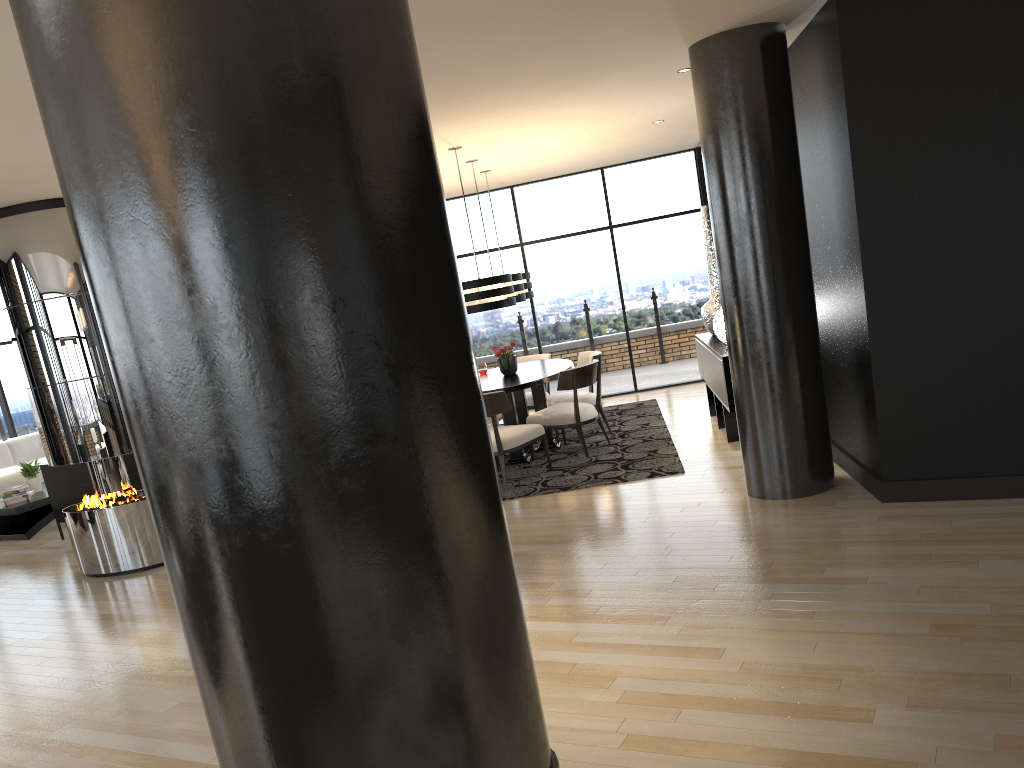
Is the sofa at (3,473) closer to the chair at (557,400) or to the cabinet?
the chair at (557,400)

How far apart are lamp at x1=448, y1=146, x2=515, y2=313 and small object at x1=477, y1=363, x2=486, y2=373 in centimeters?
160cm

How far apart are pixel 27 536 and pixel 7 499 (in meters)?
0.51

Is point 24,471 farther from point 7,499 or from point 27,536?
point 27,536

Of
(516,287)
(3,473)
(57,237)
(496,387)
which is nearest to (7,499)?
(3,473)

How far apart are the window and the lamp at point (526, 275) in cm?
197

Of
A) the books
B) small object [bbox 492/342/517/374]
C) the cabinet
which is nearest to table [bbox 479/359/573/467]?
small object [bbox 492/342/517/374]

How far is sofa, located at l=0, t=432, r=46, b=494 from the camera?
10.30m

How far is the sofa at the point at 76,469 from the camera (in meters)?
8.04

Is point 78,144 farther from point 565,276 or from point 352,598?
point 565,276
